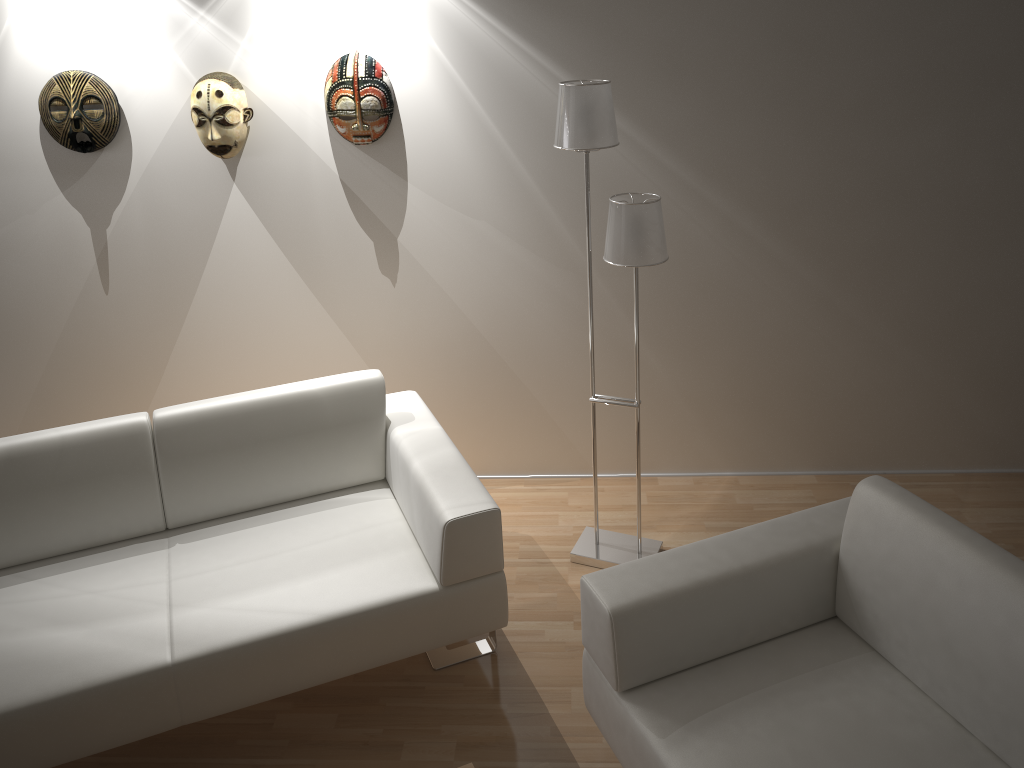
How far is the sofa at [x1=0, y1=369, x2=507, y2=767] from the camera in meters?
2.3

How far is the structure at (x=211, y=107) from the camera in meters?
3.1 m

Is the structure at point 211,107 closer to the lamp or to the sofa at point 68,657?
the sofa at point 68,657

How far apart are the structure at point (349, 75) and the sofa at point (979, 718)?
1.8 meters

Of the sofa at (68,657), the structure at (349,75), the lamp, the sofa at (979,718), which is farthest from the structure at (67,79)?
the sofa at (979,718)

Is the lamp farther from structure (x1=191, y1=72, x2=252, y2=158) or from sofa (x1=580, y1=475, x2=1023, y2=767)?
structure (x1=191, y1=72, x2=252, y2=158)

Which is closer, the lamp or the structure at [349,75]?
the lamp

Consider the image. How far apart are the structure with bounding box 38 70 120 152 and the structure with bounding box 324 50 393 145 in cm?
80

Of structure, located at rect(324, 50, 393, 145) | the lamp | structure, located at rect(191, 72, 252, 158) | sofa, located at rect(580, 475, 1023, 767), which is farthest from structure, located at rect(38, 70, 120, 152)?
sofa, located at rect(580, 475, 1023, 767)

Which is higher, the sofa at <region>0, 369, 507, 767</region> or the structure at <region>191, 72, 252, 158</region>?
the structure at <region>191, 72, 252, 158</region>
